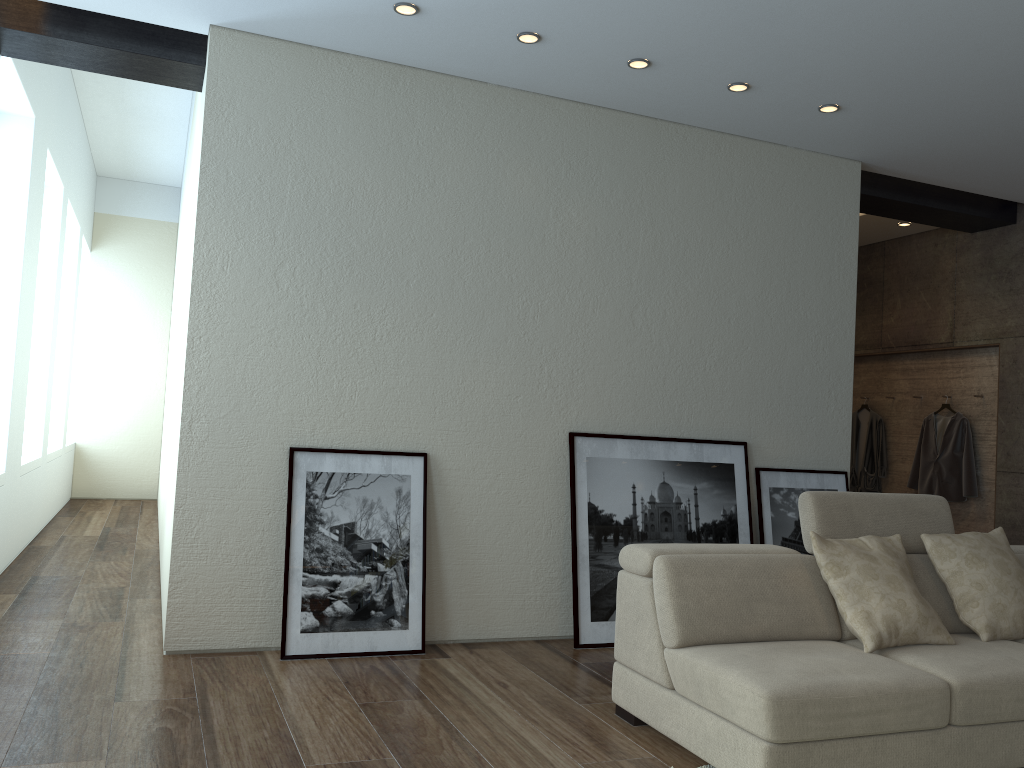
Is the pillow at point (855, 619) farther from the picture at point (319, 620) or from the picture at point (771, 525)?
the picture at point (319, 620)

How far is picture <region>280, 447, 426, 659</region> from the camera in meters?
4.2

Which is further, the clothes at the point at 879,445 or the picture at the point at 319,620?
the clothes at the point at 879,445

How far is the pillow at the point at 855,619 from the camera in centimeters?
333cm

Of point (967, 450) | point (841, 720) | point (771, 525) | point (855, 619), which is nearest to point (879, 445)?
point (967, 450)

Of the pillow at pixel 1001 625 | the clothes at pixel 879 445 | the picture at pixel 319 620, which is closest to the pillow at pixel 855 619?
the pillow at pixel 1001 625

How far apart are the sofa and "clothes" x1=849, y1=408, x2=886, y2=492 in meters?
3.6 m

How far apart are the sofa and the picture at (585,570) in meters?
1.1

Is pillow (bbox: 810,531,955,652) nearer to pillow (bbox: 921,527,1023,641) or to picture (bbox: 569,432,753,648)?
pillow (bbox: 921,527,1023,641)

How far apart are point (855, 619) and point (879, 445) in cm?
494
